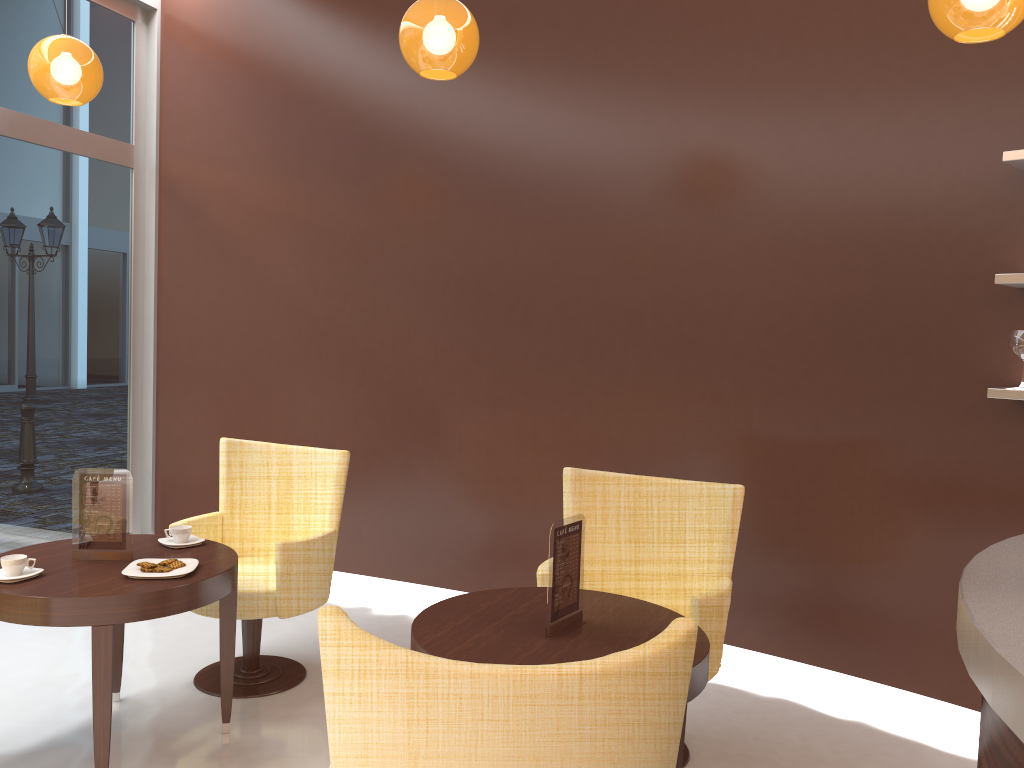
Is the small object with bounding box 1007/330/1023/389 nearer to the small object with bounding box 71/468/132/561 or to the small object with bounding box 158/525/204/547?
the small object with bounding box 158/525/204/547

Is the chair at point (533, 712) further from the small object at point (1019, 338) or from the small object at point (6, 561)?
the small object at point (1019, 338)

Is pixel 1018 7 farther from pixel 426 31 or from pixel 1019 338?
pixel 426 31

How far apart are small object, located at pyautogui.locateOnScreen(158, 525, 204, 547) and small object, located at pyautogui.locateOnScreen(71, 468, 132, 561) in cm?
20

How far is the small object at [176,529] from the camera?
3.4 meters

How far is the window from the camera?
4.8 meters

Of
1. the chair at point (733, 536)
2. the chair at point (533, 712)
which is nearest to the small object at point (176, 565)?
the chair at point (733, 536)

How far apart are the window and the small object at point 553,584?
3.6 meters

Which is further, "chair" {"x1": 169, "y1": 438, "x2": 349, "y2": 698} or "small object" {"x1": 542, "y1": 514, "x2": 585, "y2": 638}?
"chair" {"x1": 169, "y1": 438, "x2": 349, "y2": 698}

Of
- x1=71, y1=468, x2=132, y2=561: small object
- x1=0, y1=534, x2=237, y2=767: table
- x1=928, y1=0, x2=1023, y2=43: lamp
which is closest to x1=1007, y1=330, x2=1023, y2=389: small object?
x1=928, y1=0, x2=1023, y2=43: lamp
